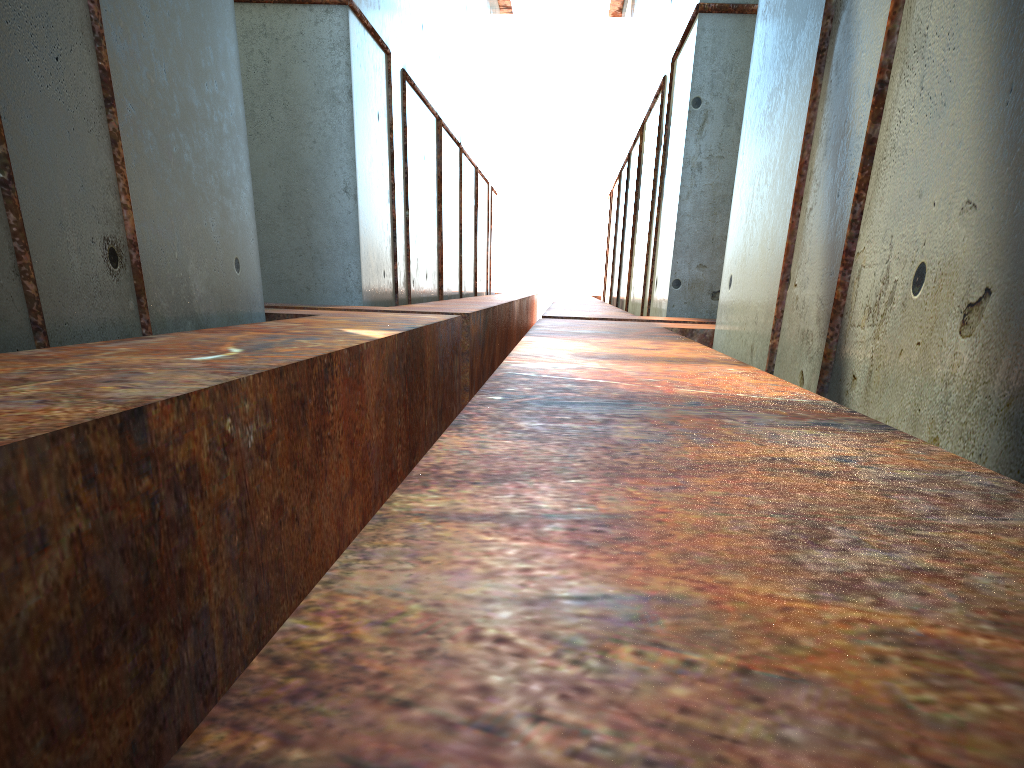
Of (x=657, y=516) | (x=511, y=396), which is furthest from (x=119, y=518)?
(x=657, y=516)
